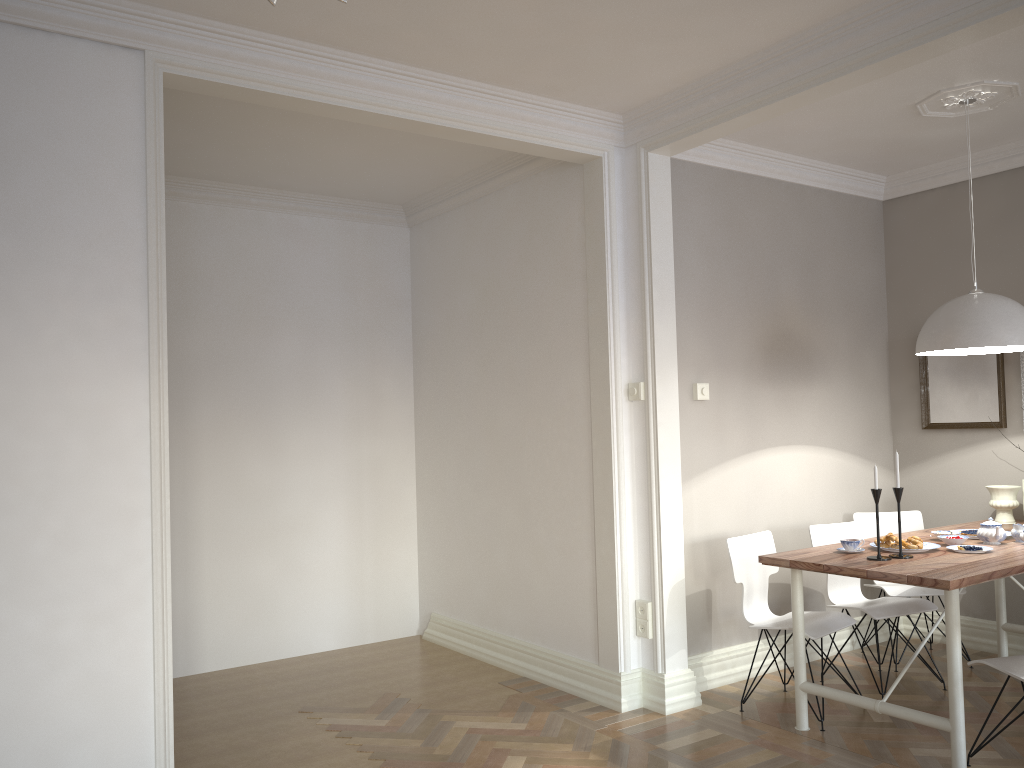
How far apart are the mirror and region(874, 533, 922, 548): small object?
1.41m

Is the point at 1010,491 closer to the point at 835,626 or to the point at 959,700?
the point at 835,626

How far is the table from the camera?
3.2 meters

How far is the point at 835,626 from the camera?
4.0m

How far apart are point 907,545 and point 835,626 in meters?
0.5 m

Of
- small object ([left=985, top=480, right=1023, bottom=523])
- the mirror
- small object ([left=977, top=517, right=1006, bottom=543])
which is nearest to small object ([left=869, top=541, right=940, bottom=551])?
small object ([left=977, top=517, right=1006, bottom=543])

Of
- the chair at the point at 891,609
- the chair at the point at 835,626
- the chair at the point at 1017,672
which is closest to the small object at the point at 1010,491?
the chair at the point at 891,609

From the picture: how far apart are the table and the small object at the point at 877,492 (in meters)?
0.07

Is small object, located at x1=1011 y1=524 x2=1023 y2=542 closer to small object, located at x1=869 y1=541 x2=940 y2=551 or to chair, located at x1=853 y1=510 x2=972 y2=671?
small object, located at x1=869 y1=541 x2=940 y2=551

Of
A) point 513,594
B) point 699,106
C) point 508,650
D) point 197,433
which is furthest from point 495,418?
point 699,106
